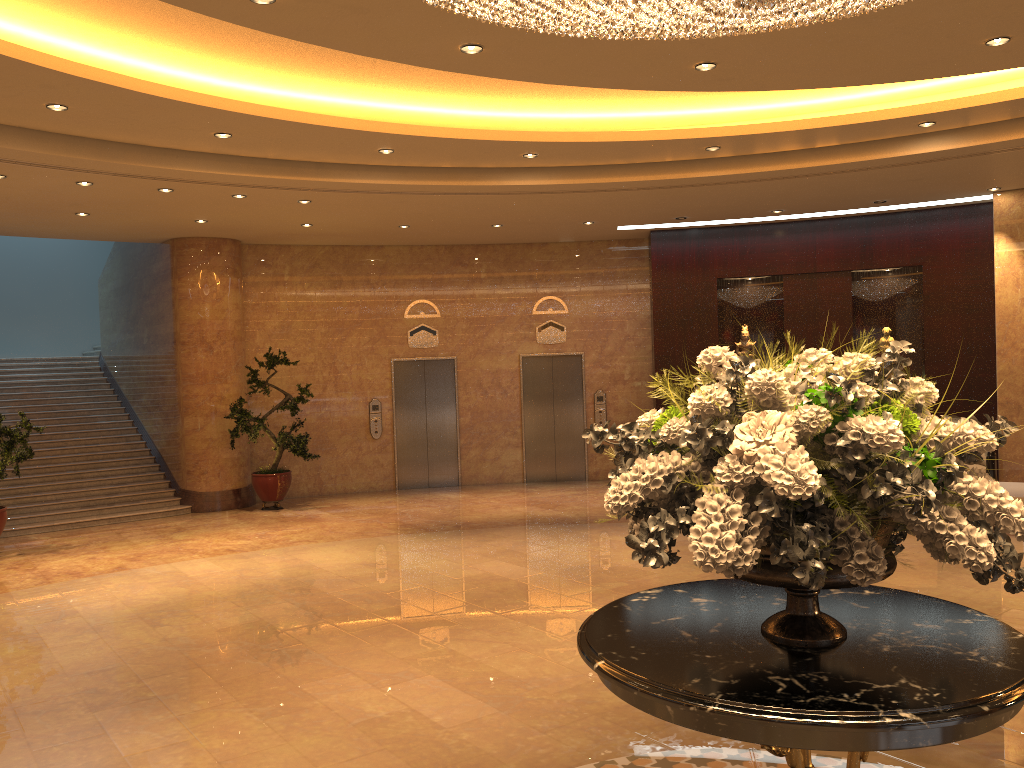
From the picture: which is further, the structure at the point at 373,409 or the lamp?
the structure at the point at 373,409

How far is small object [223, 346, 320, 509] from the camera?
12.6m

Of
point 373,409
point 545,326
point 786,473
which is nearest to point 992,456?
point 545,326

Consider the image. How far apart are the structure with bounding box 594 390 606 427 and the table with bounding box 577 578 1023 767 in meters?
11.0 m

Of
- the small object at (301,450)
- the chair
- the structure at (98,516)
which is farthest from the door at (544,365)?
the chair

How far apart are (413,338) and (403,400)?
1.0m

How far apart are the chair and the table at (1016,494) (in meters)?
0.53

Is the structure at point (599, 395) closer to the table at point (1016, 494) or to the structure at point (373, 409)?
the structure at point (373, 409)

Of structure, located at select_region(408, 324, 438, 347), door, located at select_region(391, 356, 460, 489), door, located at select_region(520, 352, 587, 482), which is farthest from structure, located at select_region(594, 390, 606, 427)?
structure, located at select_region(408, 324, 438, 347)

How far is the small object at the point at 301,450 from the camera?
12.55m
